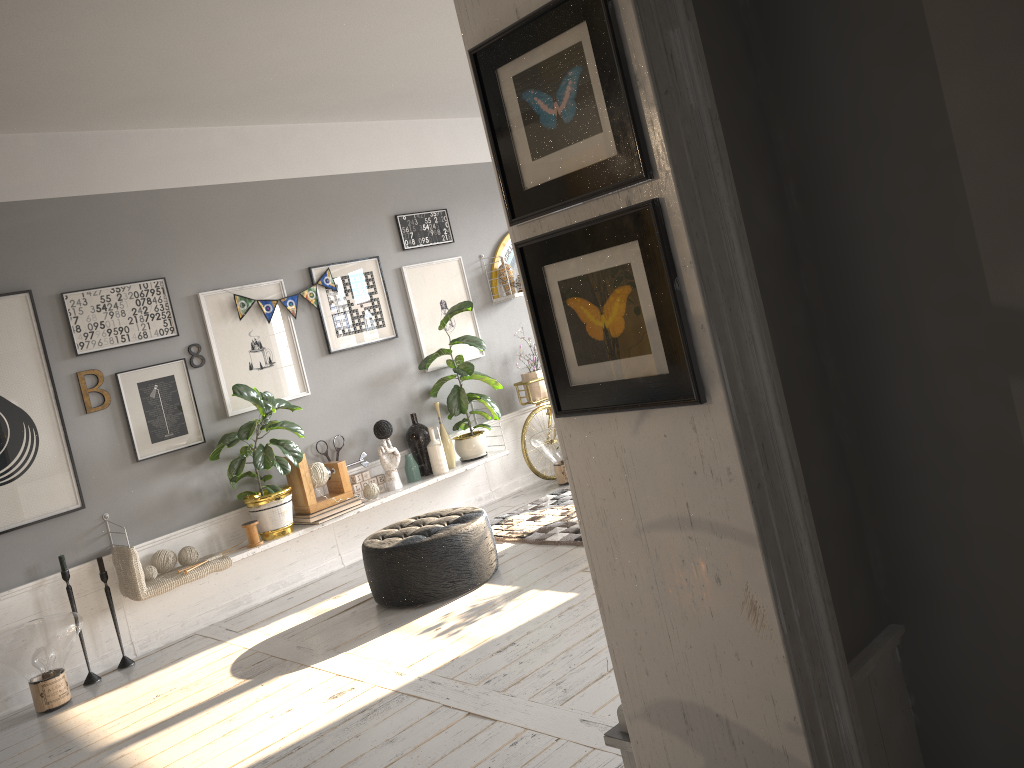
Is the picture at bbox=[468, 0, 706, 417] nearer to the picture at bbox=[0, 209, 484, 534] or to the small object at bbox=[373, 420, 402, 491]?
the picture at bbox=[0, 209, 484, 534]

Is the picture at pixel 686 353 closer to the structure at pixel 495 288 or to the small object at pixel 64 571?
the small object at pixel 64 571

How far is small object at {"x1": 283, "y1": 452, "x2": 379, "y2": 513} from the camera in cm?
557

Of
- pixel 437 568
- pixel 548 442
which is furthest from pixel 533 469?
pixel 437 568

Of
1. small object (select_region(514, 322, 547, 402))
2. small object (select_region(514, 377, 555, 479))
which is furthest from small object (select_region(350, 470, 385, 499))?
small object (select_region(514, 322, 547, 402))

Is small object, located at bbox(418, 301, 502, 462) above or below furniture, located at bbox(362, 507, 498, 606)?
above

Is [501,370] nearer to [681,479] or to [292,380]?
[292,380]

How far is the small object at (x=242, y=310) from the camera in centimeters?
560cm

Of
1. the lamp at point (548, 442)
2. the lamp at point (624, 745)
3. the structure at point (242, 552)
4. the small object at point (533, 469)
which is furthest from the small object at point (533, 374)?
the lamp at point (624, 745)

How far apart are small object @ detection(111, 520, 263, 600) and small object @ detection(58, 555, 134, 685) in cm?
9
